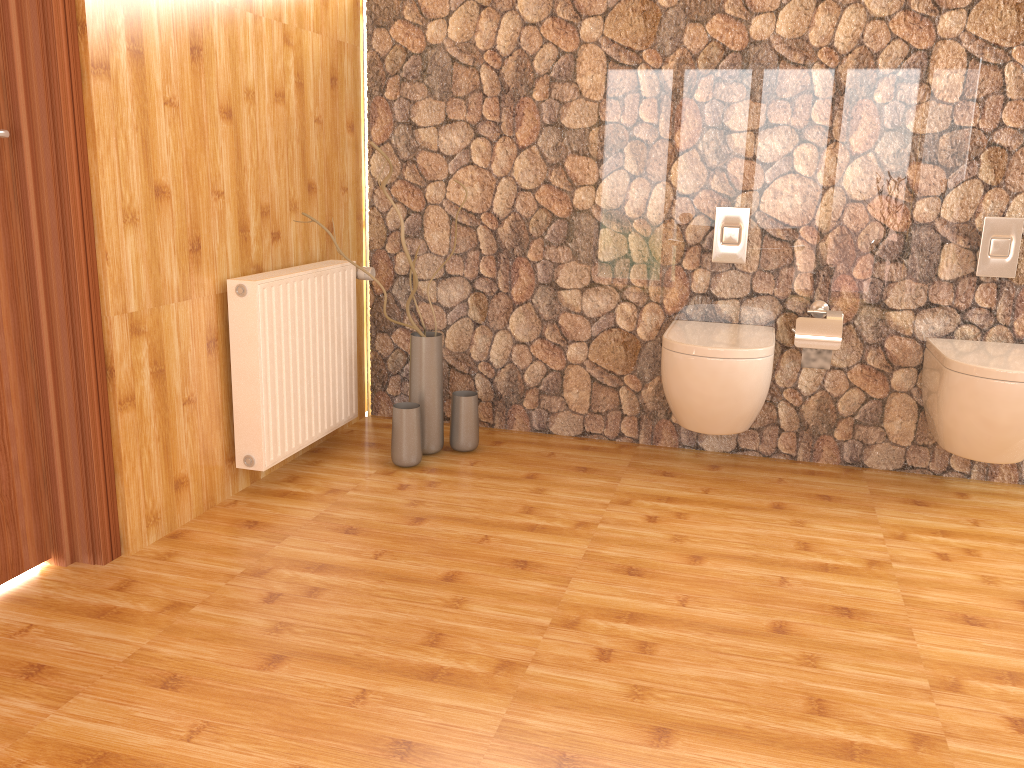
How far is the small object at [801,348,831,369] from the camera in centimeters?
309cm

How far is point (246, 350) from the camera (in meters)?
2.71

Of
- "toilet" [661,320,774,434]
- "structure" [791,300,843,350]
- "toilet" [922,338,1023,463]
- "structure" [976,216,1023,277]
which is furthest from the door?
"structure" [976,216,1023,277]

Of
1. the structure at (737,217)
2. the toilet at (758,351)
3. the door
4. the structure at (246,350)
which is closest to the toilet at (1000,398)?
the toilet at (758,351)

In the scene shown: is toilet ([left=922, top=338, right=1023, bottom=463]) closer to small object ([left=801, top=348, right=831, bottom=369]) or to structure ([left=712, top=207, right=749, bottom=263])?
small object ([left=801, top=348, right=831, bottom=369])

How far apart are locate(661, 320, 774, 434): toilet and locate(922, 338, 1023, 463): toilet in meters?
0.5 m

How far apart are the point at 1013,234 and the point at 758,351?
1.0 meters

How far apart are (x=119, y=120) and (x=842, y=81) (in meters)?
2.28

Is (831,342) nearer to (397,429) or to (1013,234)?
(1013,234)

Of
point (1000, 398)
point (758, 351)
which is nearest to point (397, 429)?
point (758, 351)
